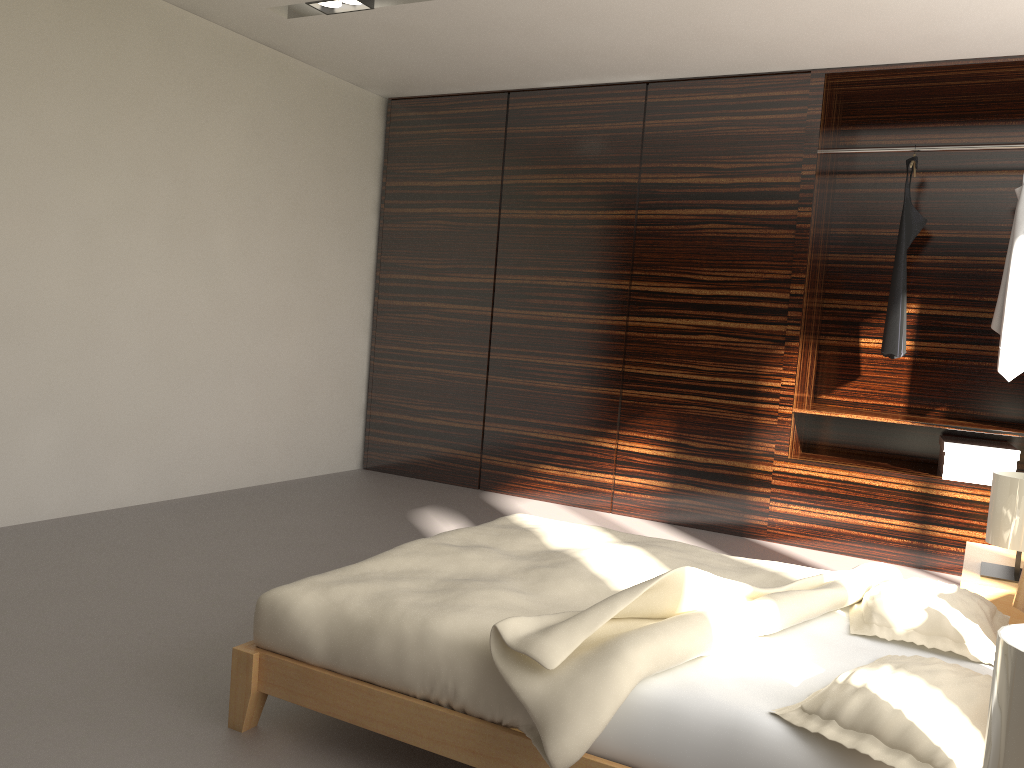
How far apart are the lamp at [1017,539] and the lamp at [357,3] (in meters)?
3.19

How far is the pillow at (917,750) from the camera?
1.4 meters

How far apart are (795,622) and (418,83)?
4.1m

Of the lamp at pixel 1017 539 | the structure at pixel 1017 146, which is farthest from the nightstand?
the structure at pixel 1017 146

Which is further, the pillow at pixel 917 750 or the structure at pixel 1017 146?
the structure at pixel 1017 146

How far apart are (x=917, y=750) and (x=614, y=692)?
0.5m

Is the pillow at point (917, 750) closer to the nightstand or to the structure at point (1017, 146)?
the nightstand

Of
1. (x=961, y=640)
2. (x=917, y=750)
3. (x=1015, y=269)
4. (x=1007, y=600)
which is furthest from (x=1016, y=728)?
(x=1015, y=269)

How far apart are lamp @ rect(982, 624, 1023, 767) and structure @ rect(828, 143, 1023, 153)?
3.8m

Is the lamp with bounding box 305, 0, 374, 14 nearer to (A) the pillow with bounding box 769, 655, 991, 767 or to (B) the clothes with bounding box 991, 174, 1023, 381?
(B) the clothes with bounding box 991, 174, 1023, 381
